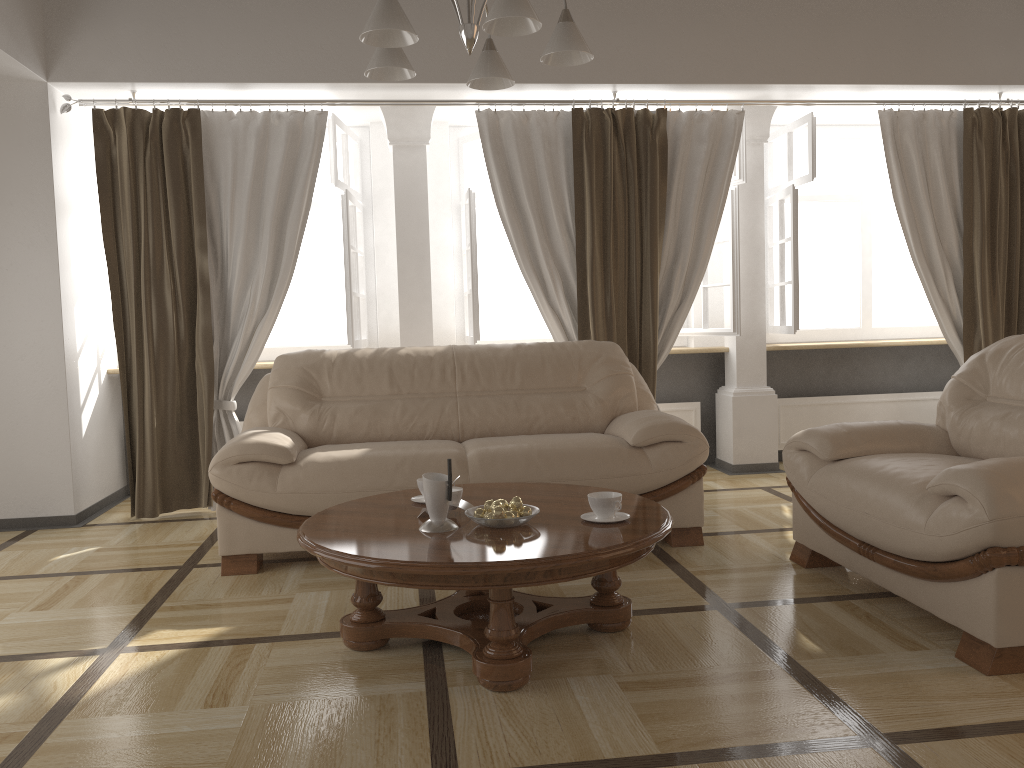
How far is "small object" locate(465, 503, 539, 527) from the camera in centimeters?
257cm

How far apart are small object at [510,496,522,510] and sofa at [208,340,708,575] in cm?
105

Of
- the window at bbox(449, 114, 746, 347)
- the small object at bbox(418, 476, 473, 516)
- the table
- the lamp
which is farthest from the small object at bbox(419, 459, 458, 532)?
the window at bbox(449, 114, 746, 347)

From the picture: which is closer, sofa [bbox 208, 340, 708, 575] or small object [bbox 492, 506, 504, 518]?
small object [bbox 492, 506, 504, 518]

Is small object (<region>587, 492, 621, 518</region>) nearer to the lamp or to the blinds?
the lamp

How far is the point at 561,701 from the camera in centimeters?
232cm

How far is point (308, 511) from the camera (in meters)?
3.63

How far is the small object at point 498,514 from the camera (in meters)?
2.56

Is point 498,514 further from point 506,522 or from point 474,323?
point 474,323

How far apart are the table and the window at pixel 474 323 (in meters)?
2.01
